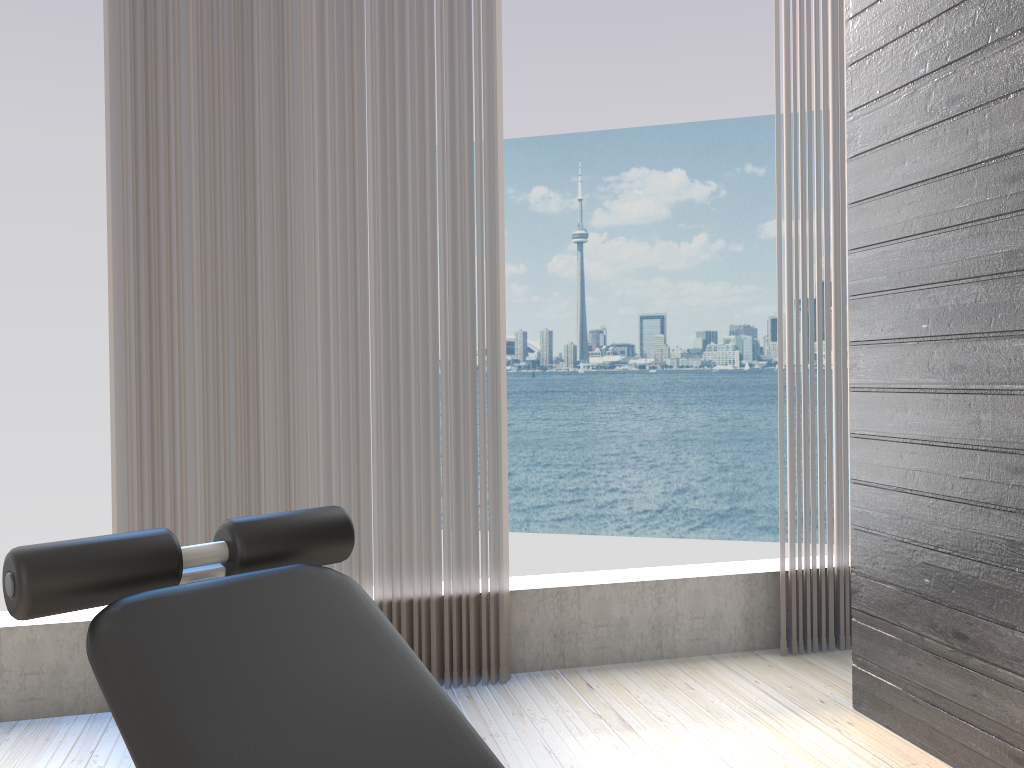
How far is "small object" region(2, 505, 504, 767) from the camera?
0.9 meters

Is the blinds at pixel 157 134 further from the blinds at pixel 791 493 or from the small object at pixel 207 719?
the small object at pixel 207 719

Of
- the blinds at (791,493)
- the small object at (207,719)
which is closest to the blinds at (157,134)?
the blinds at (791,493)

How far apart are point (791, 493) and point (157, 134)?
2.22m

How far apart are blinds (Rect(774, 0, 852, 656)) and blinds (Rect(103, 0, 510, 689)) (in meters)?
0.93

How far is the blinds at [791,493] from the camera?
2.9m

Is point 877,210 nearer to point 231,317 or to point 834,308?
point 834,308

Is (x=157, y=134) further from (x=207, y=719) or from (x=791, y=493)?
(x=791, y=493)

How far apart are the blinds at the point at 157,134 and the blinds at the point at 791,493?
0.9m

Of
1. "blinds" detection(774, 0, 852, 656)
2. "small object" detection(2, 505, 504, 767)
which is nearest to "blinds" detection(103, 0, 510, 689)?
"blinds" detection(774, 0, 852, 656)
